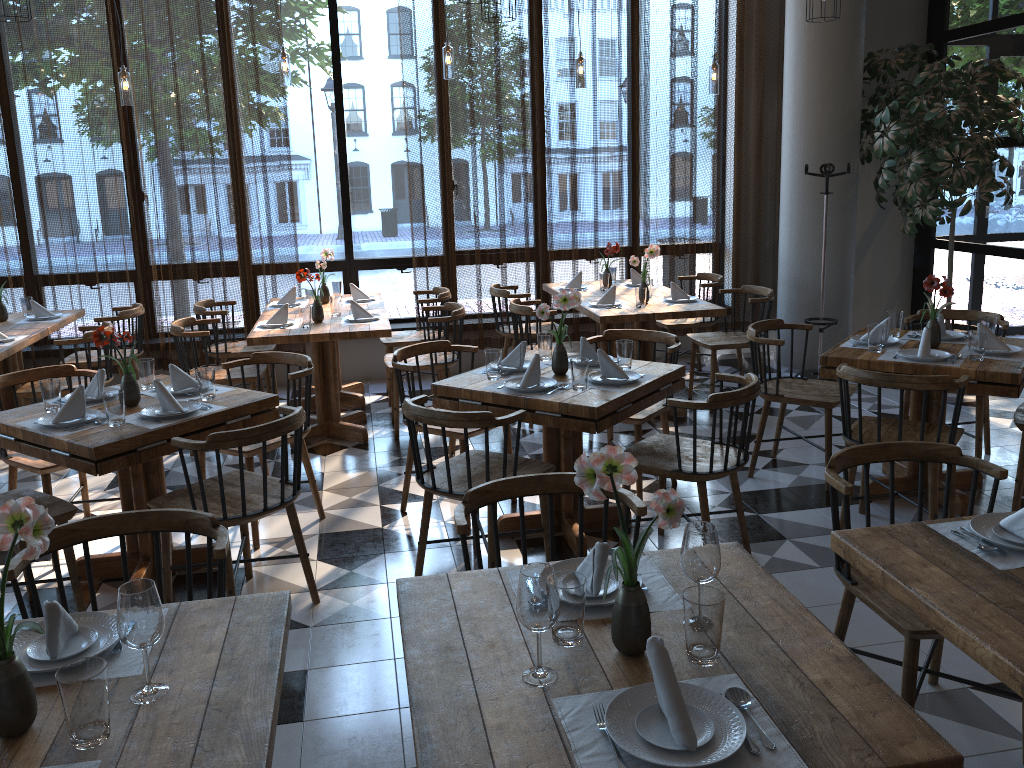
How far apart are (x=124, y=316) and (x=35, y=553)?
5.0m

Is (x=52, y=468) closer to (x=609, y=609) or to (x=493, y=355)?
(x=493, y=355)

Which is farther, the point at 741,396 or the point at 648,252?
the point at 648,252

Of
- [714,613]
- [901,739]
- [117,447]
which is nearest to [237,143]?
[117,447]

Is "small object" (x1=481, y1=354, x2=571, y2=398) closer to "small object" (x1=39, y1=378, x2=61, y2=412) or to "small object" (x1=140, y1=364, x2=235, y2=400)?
"small object" (x1=140, y1=364, x2=235, y2=400)

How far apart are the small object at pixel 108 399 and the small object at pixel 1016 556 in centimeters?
286cm

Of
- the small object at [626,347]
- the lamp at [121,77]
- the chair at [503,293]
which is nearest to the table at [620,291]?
the chair at [503,293]

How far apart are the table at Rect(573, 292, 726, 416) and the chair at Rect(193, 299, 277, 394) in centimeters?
223cm

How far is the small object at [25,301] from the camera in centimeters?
632cm

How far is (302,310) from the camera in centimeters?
544cm
